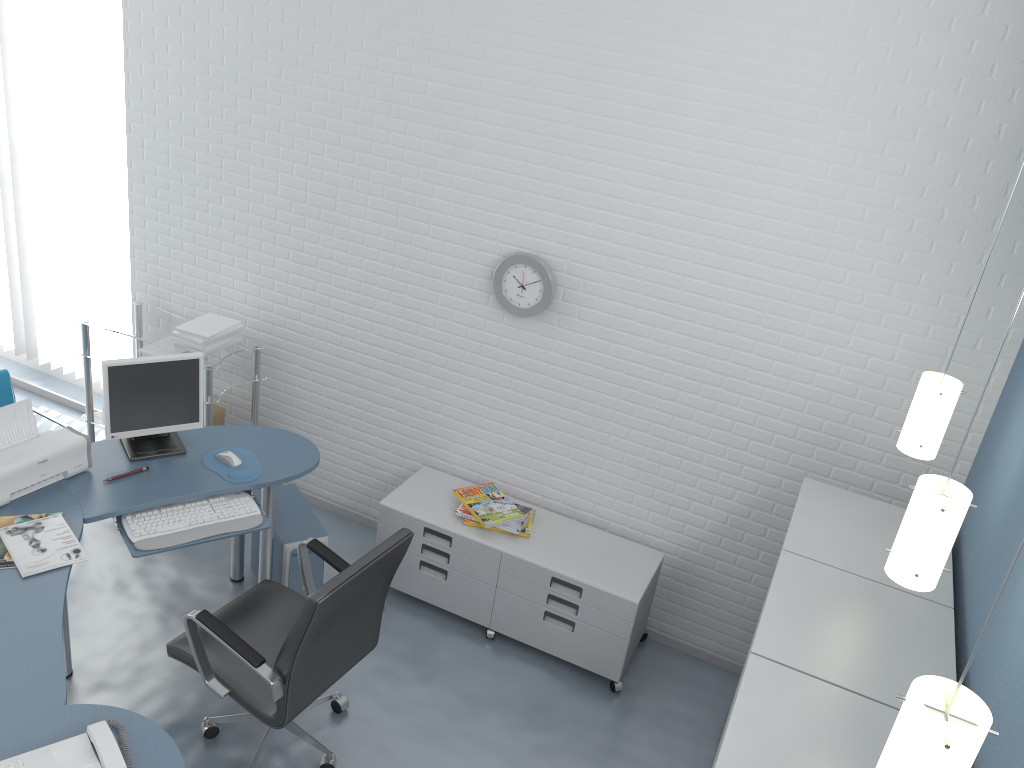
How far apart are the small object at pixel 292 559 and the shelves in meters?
0.5

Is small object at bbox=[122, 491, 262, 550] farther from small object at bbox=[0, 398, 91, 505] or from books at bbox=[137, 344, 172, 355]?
books at bbox=[137, 344, 172, 355]

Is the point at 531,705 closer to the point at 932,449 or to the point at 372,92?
the point at 932,449

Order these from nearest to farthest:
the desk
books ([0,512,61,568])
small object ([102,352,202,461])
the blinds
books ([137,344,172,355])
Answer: the desk
books ([0,512,61,568])
small object ([102,352,202,461])
books ([137,344,172,355])
the blinds

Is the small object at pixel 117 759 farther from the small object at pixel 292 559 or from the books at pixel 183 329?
the books at pixel 183 329

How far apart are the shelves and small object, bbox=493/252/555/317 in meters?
1.4 m

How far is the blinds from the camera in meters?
4.5

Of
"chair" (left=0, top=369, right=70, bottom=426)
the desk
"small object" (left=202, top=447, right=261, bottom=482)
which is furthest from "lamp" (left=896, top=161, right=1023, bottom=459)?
"chair" (left=0, top=369, right=70, bottom=426)

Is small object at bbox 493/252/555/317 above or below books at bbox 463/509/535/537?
above

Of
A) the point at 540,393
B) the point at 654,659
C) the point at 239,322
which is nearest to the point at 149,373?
the point at 239,322
